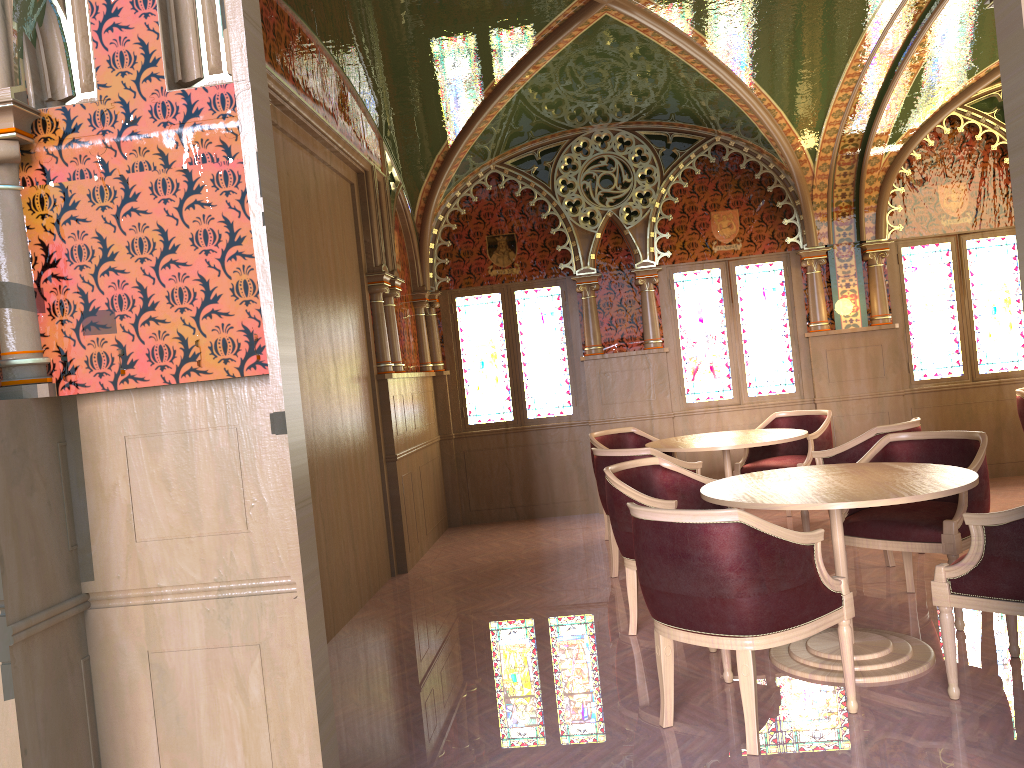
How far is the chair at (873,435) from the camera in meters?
5.3 m

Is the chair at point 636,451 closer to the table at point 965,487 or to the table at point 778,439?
the table at point 778,439

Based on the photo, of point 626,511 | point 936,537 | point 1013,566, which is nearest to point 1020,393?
point 936,537

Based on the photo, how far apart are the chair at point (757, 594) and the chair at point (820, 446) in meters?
3.2

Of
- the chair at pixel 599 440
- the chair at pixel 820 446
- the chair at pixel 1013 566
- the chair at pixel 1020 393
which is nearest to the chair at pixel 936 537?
the chair at pixel 1013 566

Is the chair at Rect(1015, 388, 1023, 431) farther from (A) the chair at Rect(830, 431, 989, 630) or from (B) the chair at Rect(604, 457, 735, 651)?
(B) the chair at Rect(604, 457, 735, 651)

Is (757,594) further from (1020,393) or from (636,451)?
(1020,393)

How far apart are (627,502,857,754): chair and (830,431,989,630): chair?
1.1m

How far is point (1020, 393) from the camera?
6.9m

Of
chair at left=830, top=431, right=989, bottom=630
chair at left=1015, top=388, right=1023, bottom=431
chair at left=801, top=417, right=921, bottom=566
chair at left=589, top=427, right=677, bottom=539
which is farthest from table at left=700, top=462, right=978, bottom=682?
chair at left=1015, top=388, right=1023, bottom=431
